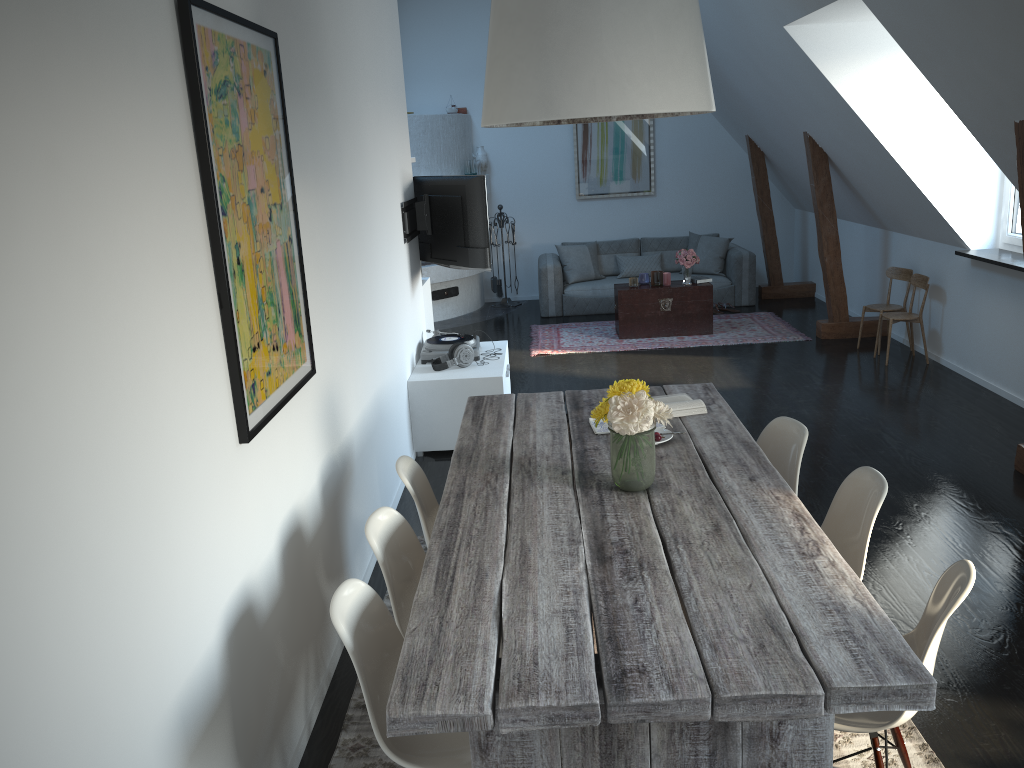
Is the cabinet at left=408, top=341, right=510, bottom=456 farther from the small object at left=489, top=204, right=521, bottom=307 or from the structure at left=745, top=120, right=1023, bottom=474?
the small object at left=489, top=204, right=521, bottom=307

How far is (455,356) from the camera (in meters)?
5.78

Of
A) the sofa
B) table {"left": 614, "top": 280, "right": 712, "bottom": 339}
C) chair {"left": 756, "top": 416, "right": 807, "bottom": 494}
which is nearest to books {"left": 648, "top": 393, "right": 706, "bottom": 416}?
chair {"left": 756, "top": 416, "right": 807, "bottom": 494}

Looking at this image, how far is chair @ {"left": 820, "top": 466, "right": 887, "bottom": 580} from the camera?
2.8 meters

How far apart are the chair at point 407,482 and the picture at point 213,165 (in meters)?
0.45

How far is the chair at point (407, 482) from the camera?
3.13m

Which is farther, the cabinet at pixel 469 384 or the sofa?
the sofa

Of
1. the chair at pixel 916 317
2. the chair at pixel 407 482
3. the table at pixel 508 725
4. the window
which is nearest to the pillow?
the chair at pixel 916 317

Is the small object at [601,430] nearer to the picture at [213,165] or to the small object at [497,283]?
the picture at [213,165]

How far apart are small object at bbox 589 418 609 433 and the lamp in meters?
1.2 m
